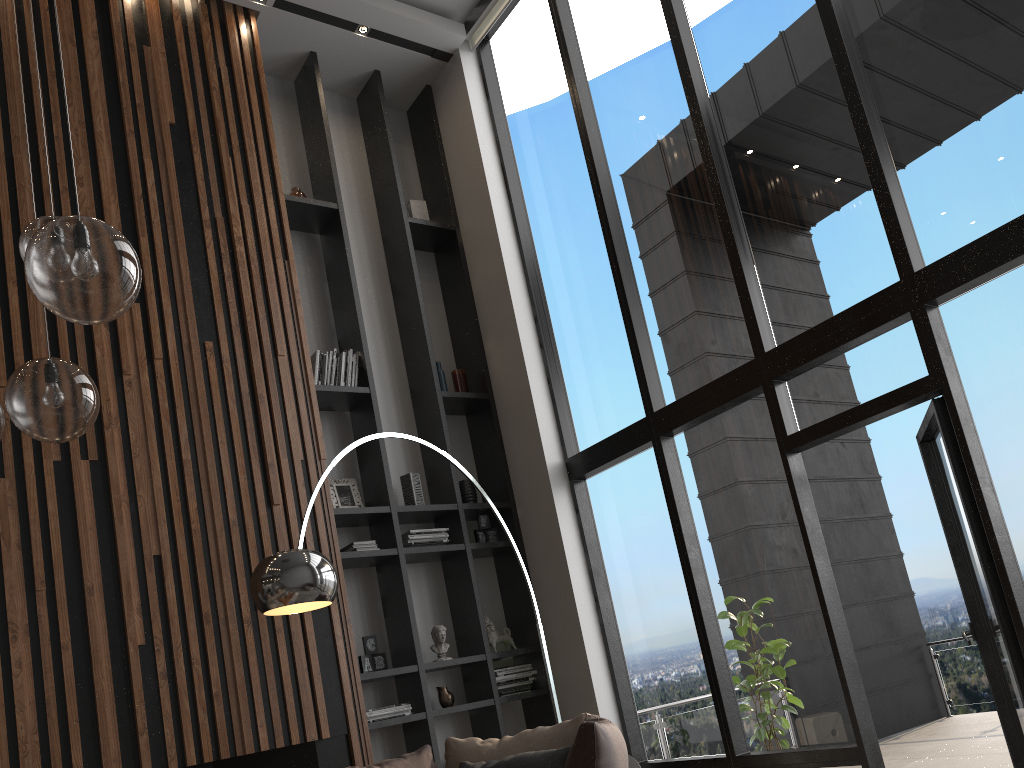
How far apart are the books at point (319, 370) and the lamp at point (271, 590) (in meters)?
1.60

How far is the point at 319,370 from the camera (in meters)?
5.74

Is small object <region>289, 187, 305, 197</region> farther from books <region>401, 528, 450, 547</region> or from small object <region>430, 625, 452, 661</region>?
small object <region>430, 625, 452, 661</region>

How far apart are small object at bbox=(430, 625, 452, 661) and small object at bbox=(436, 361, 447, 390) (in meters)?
1.70

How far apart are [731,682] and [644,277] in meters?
2.5

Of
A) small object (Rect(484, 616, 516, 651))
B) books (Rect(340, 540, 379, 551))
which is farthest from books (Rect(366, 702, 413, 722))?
books (Rect(340, 540, 379, 551))

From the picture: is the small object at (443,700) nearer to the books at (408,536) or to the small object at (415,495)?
the books at (408,536)

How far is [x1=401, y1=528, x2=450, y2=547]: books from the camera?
5.63m

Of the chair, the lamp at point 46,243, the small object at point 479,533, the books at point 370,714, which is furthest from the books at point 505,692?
the lamp at point 46,243

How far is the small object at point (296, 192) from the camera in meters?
6.2
